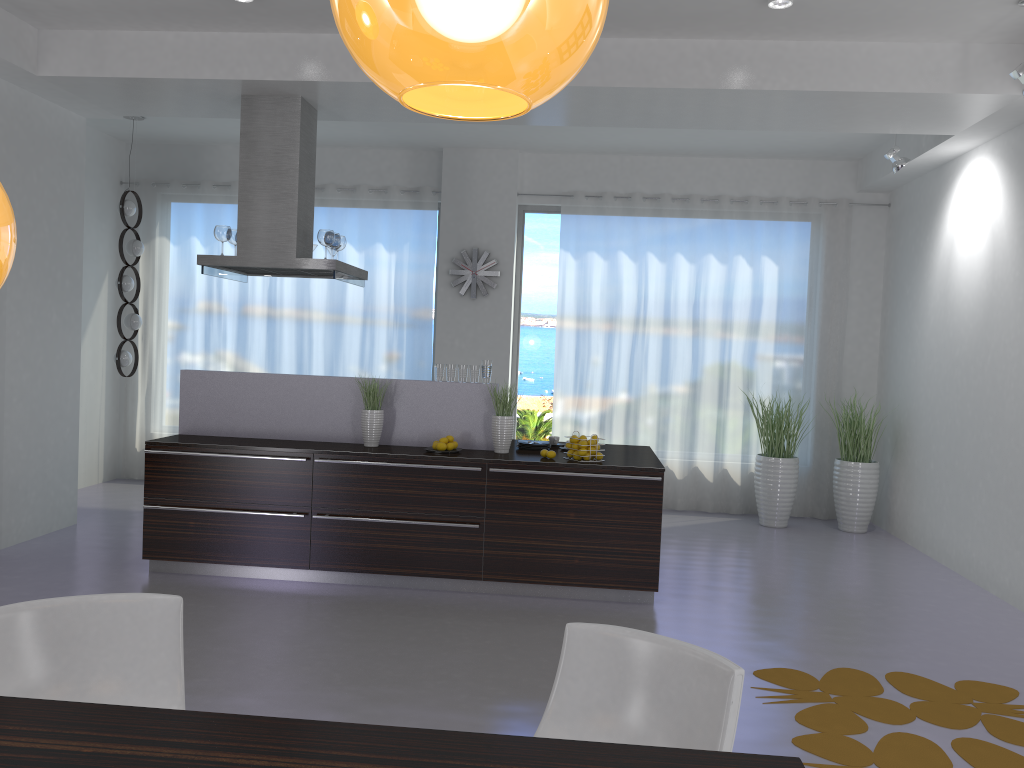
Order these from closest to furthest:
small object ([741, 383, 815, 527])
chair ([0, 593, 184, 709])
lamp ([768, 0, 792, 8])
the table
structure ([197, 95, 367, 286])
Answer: the table, chair ([0, 593, 184, 709]), lamp ([768, 0, 792, 8]), structure ([197, 95, 367, 286]), small object ([741, 383, 815, 527])

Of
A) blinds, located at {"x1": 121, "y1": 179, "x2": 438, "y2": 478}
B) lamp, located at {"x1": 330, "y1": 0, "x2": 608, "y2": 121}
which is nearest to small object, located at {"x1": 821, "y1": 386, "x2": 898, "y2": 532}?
blinds, located at {"x1": 121, "y1": 179, "x2": 438, "y2": 478}

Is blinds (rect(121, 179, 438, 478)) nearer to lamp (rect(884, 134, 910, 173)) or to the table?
lamp (rect(884, 134, 910, 173))

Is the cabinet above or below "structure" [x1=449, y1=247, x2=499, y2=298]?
below

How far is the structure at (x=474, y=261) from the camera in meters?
8.7

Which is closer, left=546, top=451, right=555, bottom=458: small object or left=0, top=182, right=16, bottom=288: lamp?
left=0, top=182, right=16, bottom=288: lamp

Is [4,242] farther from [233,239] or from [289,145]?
[233,239]

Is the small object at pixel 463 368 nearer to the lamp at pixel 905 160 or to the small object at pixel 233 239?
the small object at pixel 233 239

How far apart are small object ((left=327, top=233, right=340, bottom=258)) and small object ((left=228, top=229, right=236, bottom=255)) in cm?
73

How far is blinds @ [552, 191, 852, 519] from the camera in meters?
8.6 m
